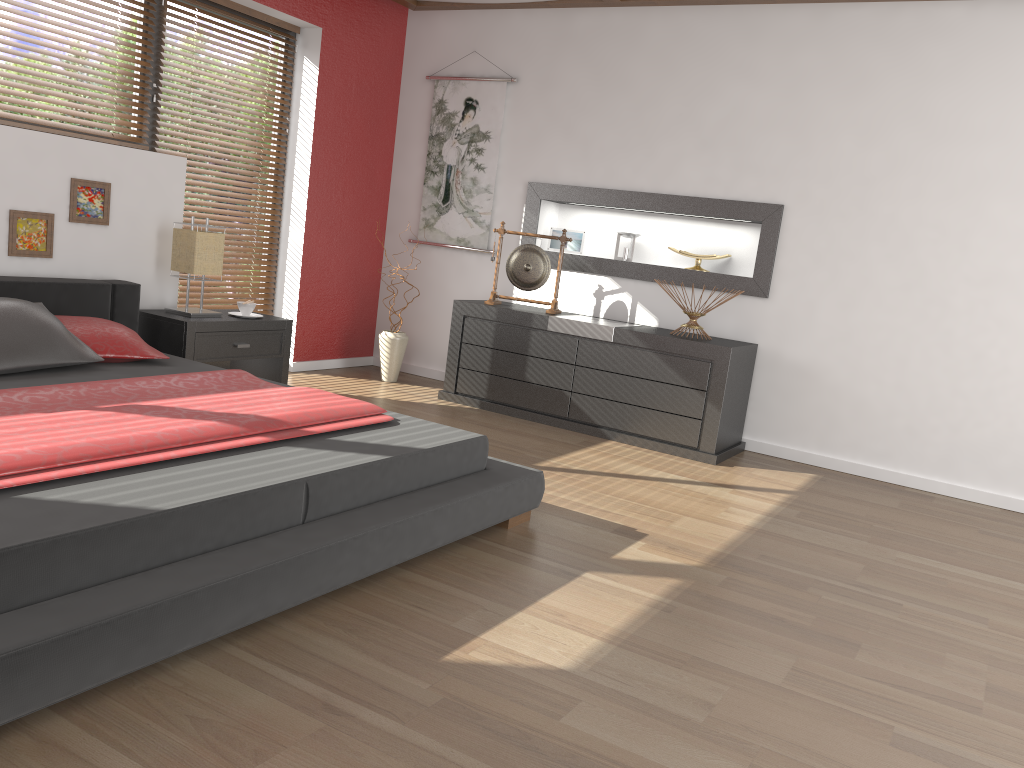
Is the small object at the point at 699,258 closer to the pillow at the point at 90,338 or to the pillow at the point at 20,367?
the pillow at the point at 90,338

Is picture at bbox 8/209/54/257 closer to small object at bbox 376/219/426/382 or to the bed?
the bed

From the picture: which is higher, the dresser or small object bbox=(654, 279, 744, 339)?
small object bbox=(654, 279, 744, 339)

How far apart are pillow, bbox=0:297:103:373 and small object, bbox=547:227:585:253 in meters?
3.0 m

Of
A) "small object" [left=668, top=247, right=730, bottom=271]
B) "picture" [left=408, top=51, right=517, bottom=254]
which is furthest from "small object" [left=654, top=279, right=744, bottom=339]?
"picture" [left=408, top=51, right=517, bottom=254]

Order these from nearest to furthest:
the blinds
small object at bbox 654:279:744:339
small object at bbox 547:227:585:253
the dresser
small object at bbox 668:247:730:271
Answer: the dresser → small object at bbox 654:279:744:339 → small object at bbox 668:247:730:271 → the blinds → small object at bbox 547:227:585:253

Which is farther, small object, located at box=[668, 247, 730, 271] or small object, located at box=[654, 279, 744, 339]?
small object, located at box=[668, 247, 730, 271]

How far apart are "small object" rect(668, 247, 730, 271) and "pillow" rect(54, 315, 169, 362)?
3.0 meters

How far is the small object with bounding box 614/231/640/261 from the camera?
5.4 meters

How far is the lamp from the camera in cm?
435
